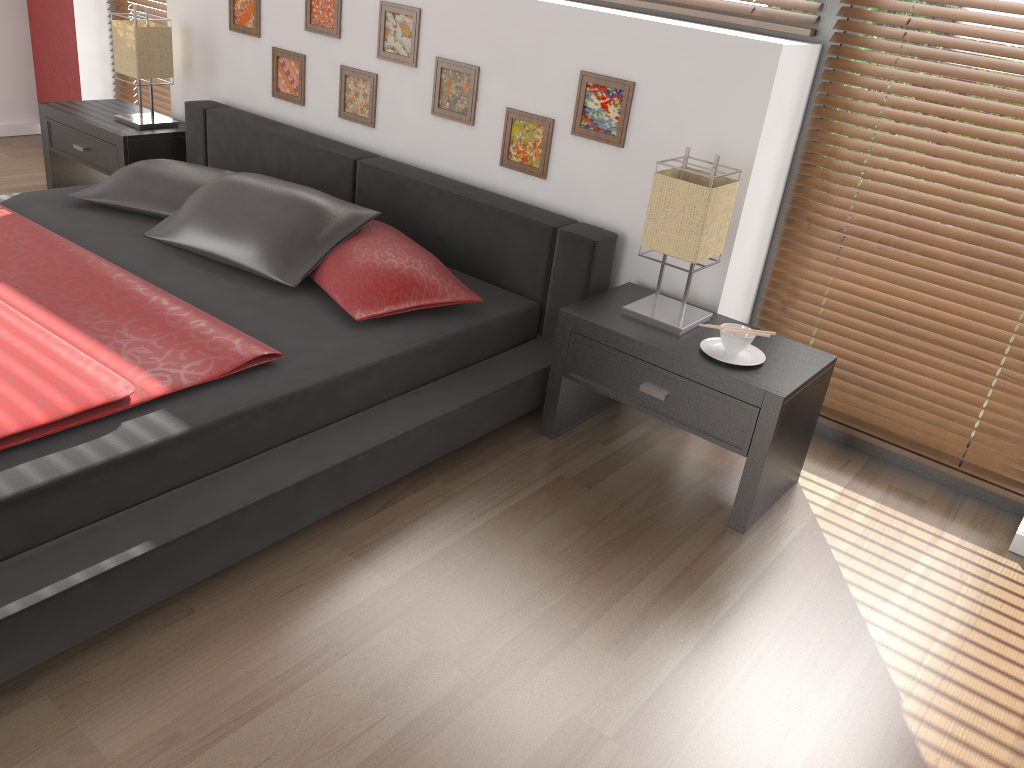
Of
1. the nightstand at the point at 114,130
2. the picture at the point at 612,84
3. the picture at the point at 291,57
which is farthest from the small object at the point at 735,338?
the nightstand at the point at 114,130

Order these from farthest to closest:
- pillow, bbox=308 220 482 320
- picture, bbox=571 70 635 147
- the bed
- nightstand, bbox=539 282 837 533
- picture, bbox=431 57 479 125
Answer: picture, bbox=431 57 479 125 < picture, bbox=571 70 635 147 < pillow, bbox=308 220 482 320 < nightstand, bbox=539 282 837 533 < the bed

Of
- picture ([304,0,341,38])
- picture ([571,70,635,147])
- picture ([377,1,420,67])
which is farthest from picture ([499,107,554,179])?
picture ([304,0,341,38])

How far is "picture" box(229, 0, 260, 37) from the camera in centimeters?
367cm

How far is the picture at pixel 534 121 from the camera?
3.0m

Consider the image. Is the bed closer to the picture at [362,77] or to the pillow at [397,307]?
the pillow at [397,307]

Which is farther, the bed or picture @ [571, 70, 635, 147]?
picture @ [571, 70, 635, 147]

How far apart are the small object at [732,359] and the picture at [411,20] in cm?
157

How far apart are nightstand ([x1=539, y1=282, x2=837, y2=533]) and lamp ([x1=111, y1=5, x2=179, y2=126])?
2.40m

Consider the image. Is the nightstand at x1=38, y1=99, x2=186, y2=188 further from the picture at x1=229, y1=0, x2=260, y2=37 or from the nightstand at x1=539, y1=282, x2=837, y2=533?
the nightstand at x1=539, y1=282, x2=837, y2=533
